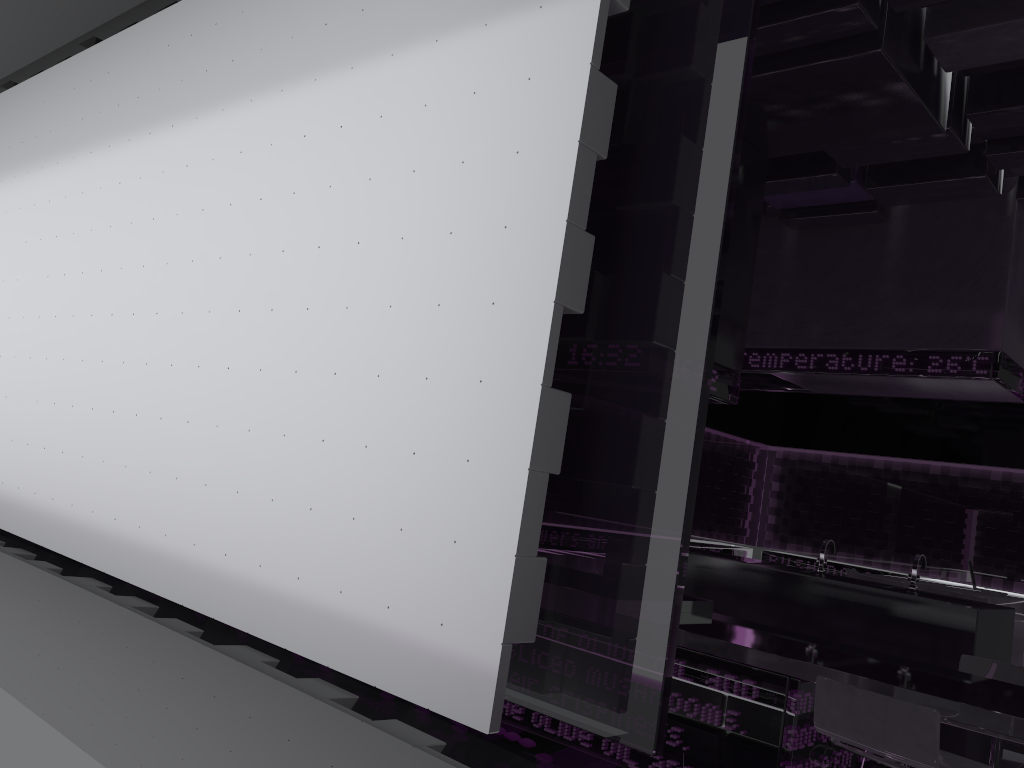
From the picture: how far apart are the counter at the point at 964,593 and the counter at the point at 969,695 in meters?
4.2 m

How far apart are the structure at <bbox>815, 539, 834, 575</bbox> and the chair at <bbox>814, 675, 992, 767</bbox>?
2.8m

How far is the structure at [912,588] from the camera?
5.0 meters

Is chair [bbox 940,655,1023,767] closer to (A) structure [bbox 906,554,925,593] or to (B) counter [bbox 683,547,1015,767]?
(B) counter [bbox 683,547,1015,767]

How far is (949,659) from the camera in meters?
4.6 m

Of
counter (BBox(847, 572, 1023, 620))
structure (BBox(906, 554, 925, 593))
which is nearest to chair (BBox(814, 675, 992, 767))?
structure (BBox(906, 554, 925, 593))

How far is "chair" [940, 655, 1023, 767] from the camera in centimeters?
350cm

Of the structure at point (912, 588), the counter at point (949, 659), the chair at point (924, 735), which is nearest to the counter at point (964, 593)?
the counter at point (949, 659)

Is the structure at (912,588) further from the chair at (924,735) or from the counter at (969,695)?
the chair at (924,735)

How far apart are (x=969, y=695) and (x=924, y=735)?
0.63m
